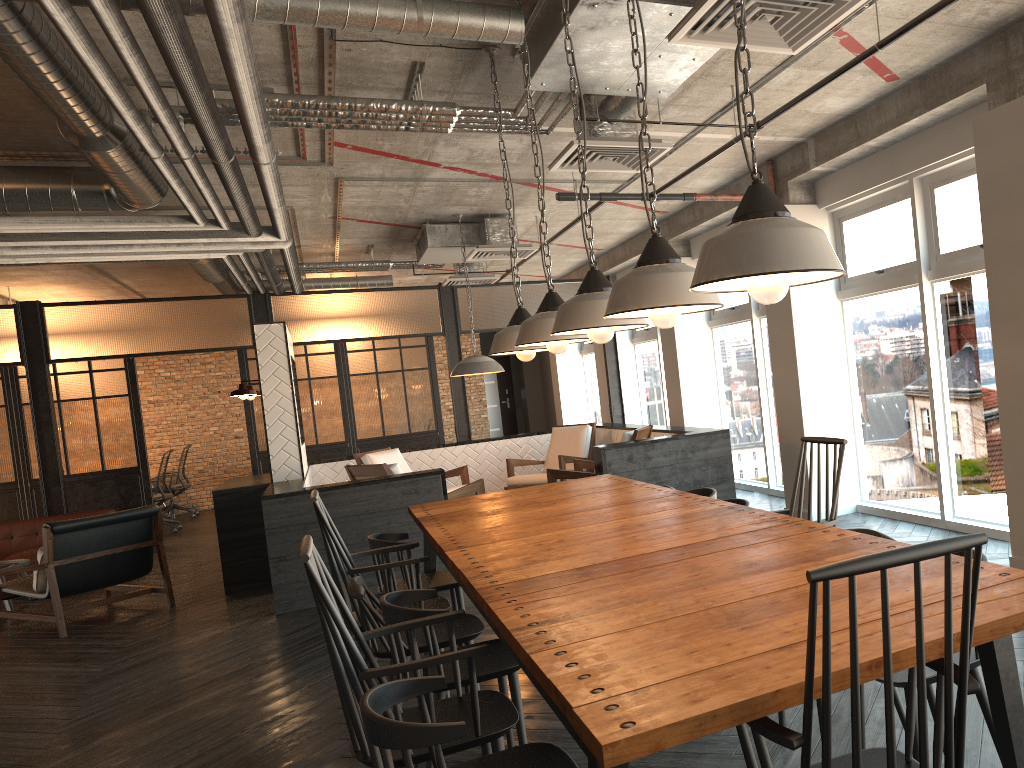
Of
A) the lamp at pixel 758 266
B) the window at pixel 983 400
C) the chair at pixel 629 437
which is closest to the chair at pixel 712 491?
the window at pixel 983 400

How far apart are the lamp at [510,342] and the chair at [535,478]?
4.60m

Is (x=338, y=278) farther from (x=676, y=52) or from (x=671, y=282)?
(x=671, y=282)

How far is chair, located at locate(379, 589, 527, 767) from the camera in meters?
2.8

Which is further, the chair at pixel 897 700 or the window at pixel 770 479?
the window at pixel 770 479

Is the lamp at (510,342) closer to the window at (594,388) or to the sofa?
the sofa

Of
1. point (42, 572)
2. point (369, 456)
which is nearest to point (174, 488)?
point (369, 456)

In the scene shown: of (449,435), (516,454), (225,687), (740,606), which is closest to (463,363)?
(516,454)

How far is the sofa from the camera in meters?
8.8 m

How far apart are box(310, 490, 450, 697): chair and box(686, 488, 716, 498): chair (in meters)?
1.36
